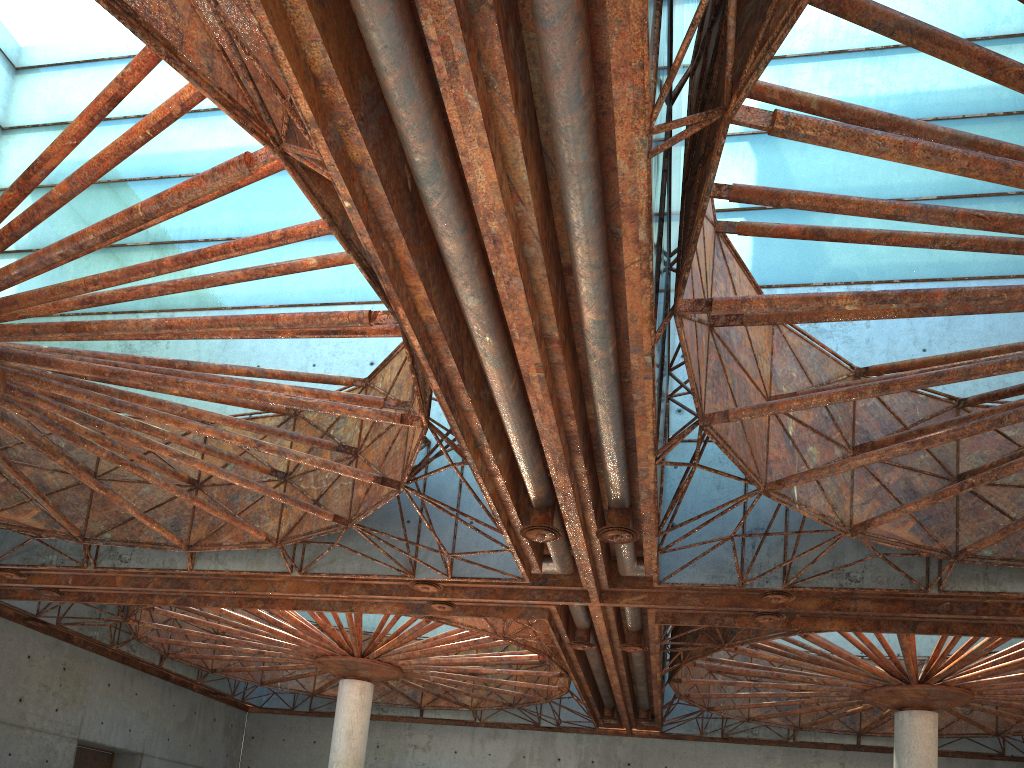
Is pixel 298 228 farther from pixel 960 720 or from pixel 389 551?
pixel 960 720
